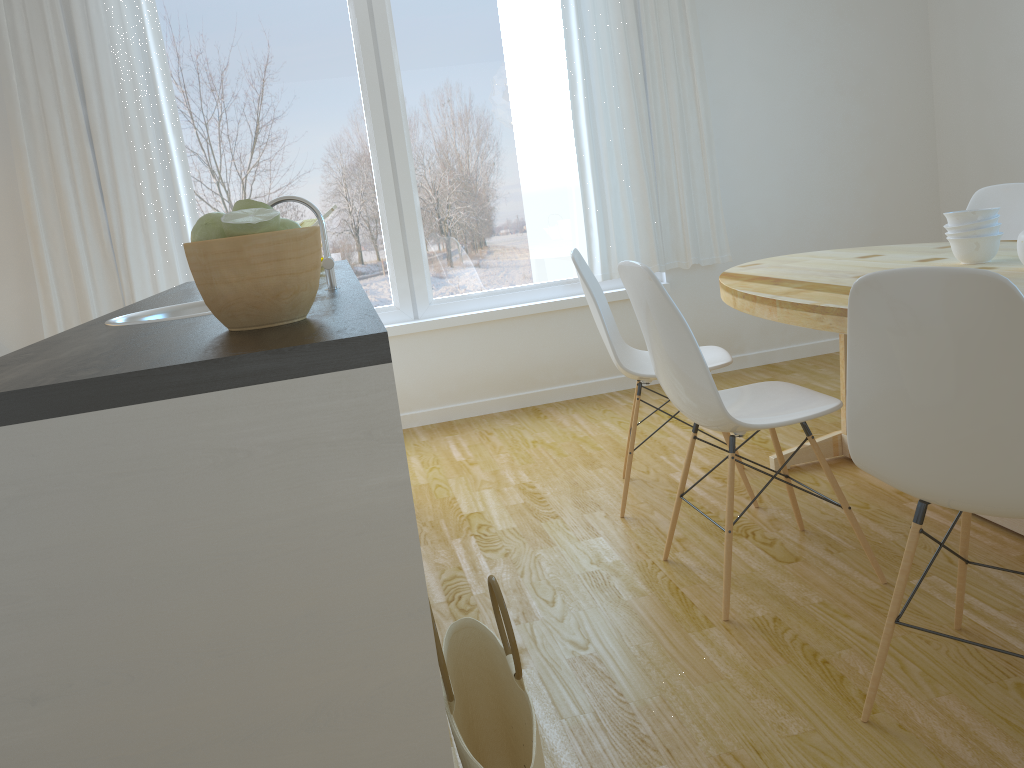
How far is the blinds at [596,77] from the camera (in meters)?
4.43

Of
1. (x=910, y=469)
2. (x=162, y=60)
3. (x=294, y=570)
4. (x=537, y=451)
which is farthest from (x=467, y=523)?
(x=162, y=60)

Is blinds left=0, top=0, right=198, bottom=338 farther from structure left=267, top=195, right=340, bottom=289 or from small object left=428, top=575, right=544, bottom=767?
small object left=428, top=575, right=544, bottom=767

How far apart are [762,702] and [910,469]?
0.6m

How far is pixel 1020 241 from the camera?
2.35m

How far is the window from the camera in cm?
427

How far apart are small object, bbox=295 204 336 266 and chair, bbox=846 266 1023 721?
2.2m

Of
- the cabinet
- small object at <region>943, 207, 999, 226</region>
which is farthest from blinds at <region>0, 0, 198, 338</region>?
the cabinet

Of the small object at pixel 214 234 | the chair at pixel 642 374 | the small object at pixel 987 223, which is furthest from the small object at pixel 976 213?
the small object at pixel 214 234

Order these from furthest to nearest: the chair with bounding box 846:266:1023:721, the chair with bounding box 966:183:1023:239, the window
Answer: the window
the chair with bounding box 966:183:1023:239
the chair with bounding box 846:266:1023:721
